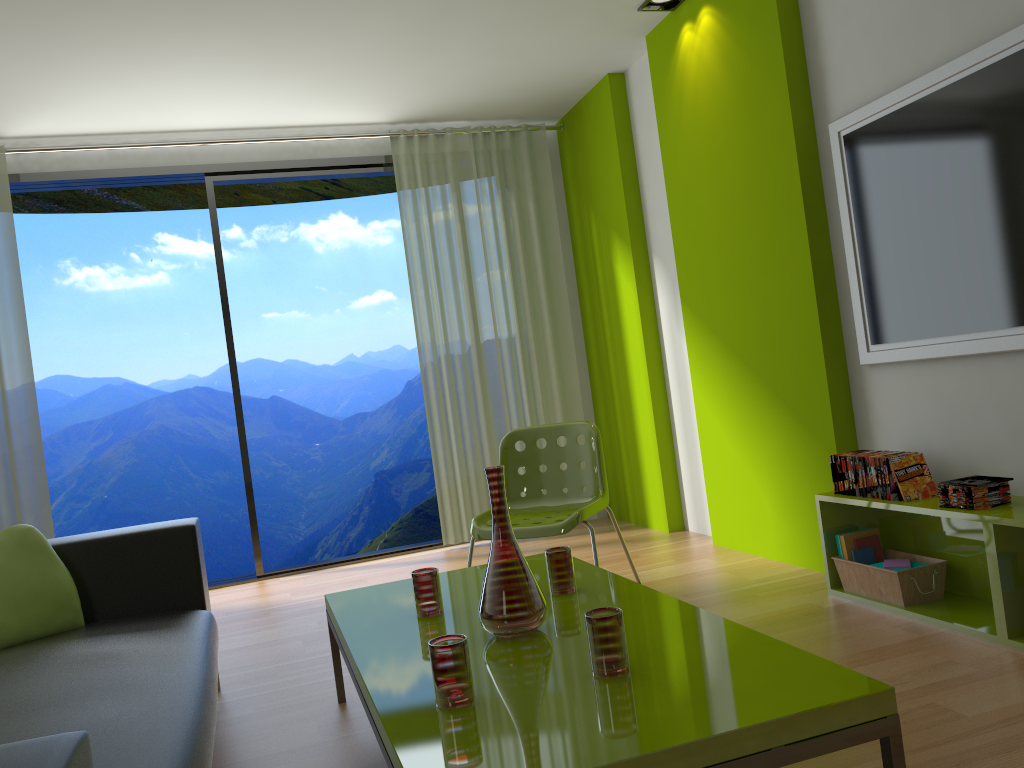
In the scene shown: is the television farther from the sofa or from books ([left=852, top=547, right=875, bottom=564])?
the sofa

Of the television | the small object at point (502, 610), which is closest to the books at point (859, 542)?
the television

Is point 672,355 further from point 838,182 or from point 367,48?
point 367,48

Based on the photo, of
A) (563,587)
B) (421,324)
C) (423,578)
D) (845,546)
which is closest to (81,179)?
(421,324)

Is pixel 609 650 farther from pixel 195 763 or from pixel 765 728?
pixel 195 763

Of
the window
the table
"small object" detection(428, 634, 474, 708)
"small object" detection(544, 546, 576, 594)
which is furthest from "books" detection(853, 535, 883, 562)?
the window

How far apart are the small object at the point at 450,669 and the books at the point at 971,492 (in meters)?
1.77

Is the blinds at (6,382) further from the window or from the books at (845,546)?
the books at (845,546)

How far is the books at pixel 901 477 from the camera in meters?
3.0 m

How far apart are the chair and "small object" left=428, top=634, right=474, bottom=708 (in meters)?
1.54
